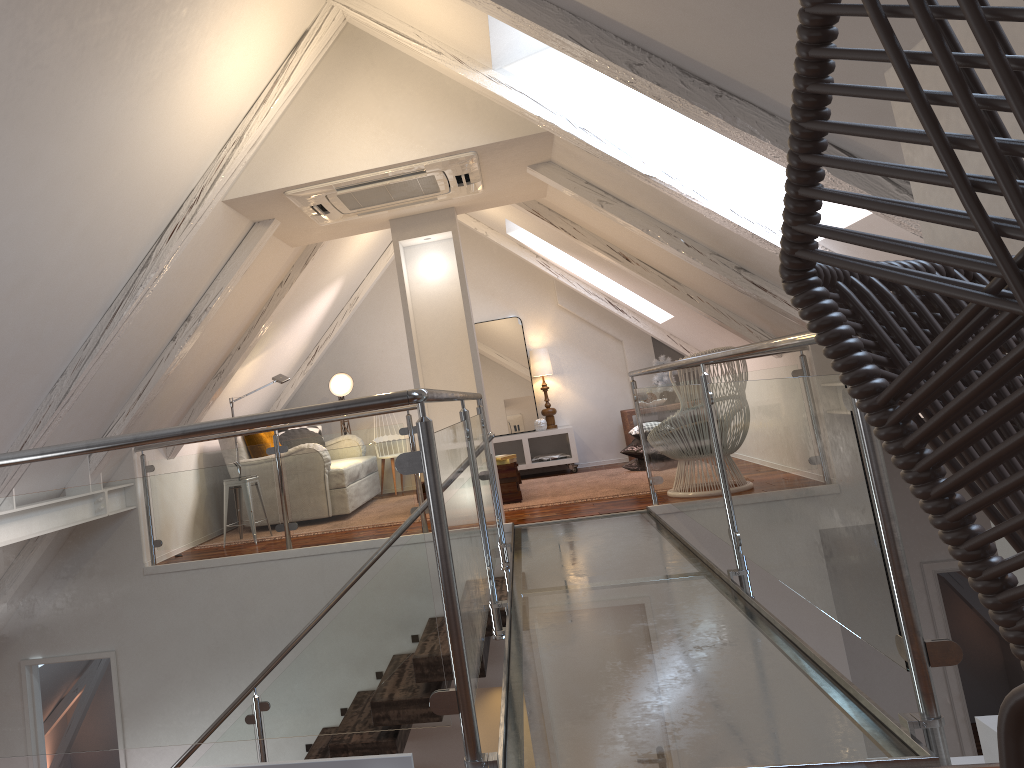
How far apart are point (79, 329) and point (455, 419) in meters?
2.2

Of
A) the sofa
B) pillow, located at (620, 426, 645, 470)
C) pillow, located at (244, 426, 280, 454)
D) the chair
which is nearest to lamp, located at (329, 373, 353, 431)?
pillow, located at (244, 426, 280, 454)

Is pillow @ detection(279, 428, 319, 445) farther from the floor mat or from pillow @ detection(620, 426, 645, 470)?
pillow @ detection(620, 426, 645, 470)

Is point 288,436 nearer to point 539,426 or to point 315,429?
point 315,429

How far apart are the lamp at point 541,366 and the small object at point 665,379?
0.93m

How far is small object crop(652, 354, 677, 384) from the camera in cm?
761

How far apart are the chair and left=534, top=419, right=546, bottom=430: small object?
6.8 meters

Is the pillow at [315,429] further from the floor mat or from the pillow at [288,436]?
the floor mat

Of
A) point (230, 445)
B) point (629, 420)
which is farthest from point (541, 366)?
point (230, 445)

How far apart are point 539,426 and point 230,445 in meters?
2.6 m
